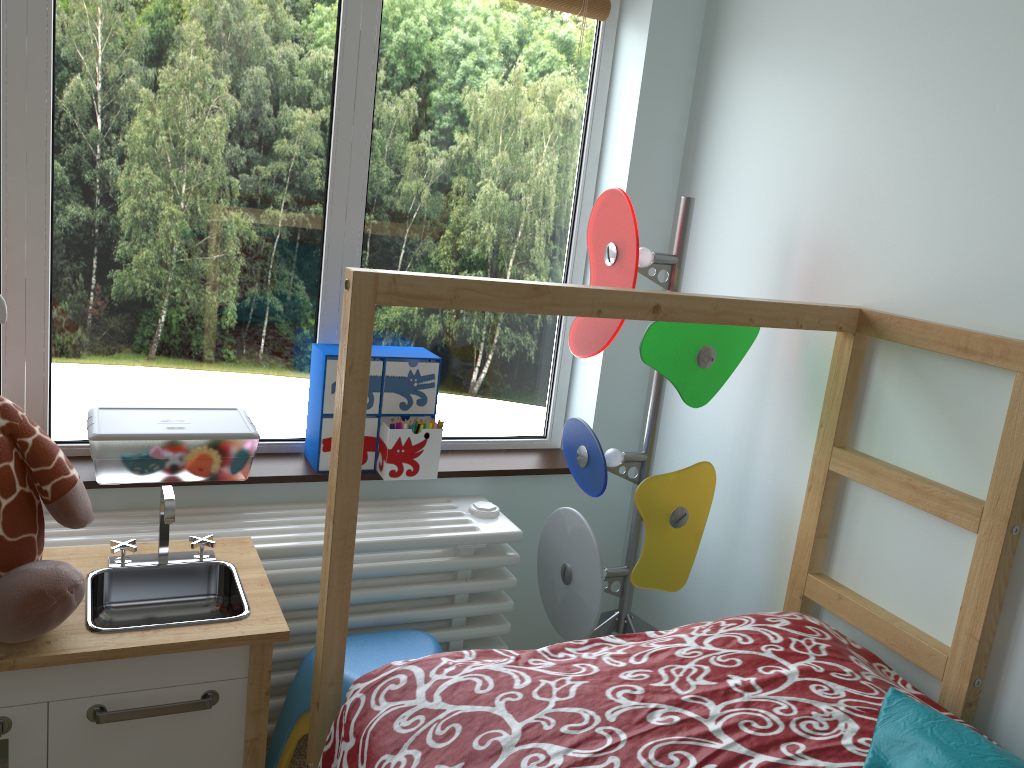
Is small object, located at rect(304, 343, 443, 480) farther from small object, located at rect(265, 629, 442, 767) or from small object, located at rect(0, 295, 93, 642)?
small object, located at rect(0, 295, 93, 642)

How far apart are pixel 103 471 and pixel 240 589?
0.4 meters

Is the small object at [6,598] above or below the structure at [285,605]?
above

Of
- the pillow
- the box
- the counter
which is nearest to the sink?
the counter

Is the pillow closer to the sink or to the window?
the sink

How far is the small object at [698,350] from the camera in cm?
157

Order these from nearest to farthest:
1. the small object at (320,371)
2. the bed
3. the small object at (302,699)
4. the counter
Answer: the bed, the counter, the small object at (302,699), the small object at (320,371)

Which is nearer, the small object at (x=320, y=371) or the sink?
the sink

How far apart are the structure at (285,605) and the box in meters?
0.1 m

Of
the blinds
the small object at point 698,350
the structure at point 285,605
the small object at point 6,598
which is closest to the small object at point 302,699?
the structure at point 285,605
